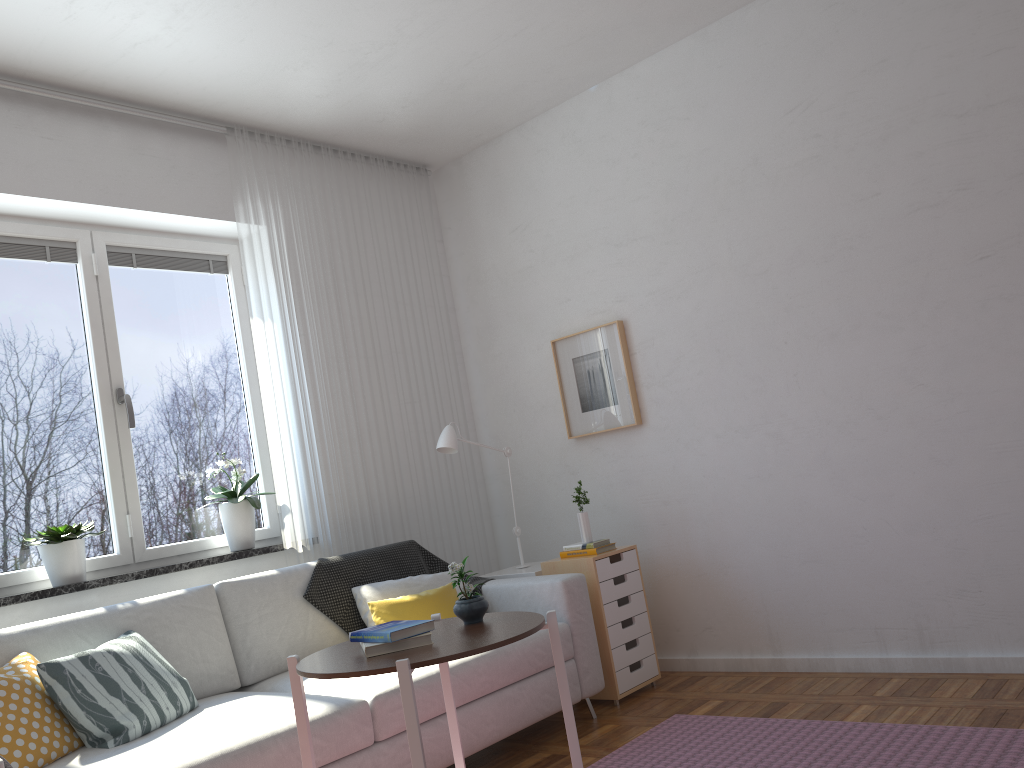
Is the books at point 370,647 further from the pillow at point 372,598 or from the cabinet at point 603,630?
the cabinet at point 603,630

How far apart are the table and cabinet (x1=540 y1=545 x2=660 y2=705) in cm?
146

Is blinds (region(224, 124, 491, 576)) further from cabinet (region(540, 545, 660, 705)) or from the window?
cabinet (region(540, 545, 660, 705))

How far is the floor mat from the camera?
2.6m

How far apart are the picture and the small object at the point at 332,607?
0.94m

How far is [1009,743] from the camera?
2.60m

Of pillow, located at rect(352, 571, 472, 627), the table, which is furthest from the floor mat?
pillow, located at rect(352, 571, 472, 627)

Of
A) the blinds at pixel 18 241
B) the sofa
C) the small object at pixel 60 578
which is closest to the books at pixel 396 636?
the sofa

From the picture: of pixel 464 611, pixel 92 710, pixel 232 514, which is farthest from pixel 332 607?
pixel 464 611

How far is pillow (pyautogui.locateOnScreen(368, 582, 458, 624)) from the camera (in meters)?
3.47
